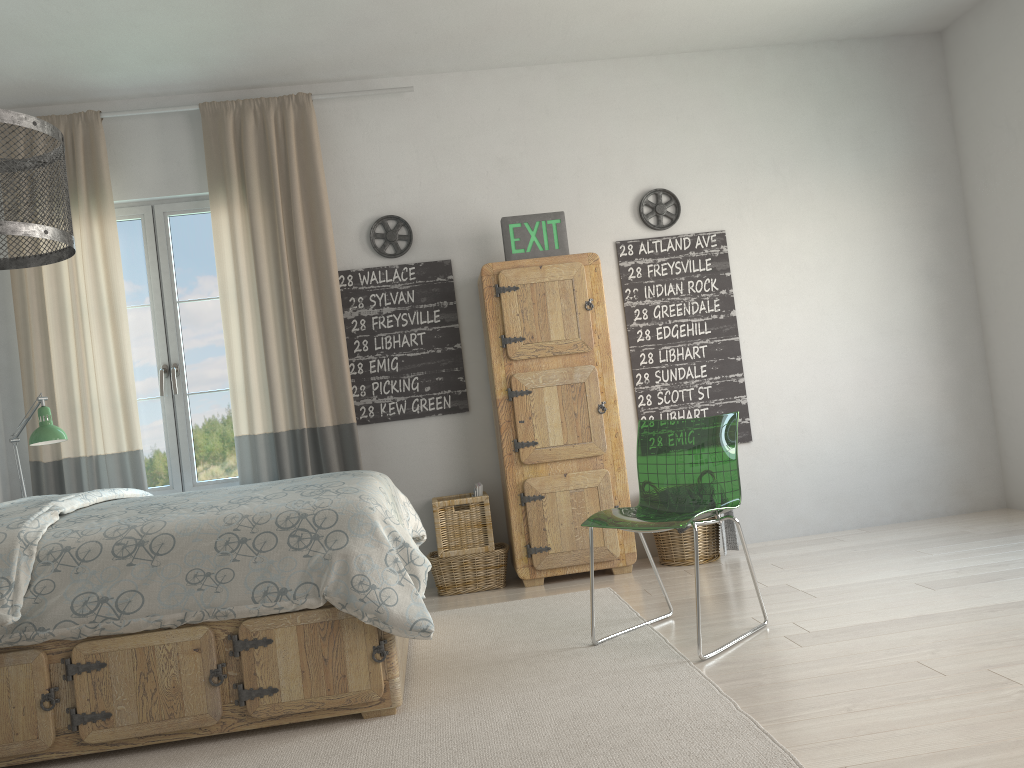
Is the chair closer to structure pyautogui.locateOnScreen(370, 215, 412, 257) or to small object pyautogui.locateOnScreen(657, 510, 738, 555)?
small object pyautogui.locateOnScreen(657, 510, 738, 555)

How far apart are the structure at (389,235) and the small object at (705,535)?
2.0 meters

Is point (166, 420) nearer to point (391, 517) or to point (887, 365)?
point (391, 517)

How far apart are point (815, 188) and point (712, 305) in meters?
0.9 m

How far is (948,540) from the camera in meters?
4.2 m

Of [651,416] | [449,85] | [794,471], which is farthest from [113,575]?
[794,471]

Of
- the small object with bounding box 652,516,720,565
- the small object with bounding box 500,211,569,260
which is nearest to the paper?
the small object with bounding box 652,516,720,565

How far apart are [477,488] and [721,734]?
2.3m

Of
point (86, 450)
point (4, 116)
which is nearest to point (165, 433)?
point (86, 450)

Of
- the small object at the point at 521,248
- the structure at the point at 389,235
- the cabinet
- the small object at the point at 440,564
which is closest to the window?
the structure at the point at 389,235
